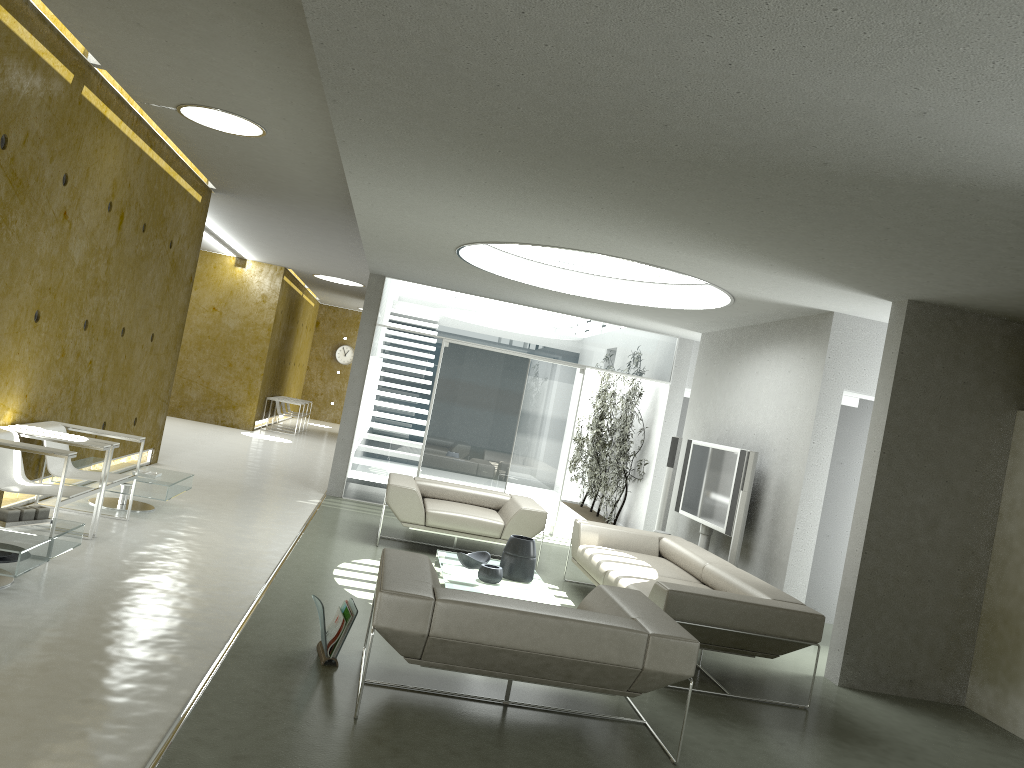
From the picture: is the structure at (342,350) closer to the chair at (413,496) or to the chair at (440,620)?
the chair at (413,496)

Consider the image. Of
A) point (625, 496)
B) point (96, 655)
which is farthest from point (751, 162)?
point (625, 496)

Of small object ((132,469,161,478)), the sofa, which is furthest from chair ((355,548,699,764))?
small object ((132,469,161,478))

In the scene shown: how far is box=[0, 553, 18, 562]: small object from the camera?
4.6 meters

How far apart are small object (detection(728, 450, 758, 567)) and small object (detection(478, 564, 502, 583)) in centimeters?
224cm

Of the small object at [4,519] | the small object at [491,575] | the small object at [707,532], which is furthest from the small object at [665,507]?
the small object at [4,519]

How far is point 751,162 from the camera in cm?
386

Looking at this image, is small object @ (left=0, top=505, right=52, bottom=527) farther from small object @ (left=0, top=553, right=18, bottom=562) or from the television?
the television

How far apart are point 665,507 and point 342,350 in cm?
1719

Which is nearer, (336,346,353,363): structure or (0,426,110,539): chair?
(0,426,110,539): chair
